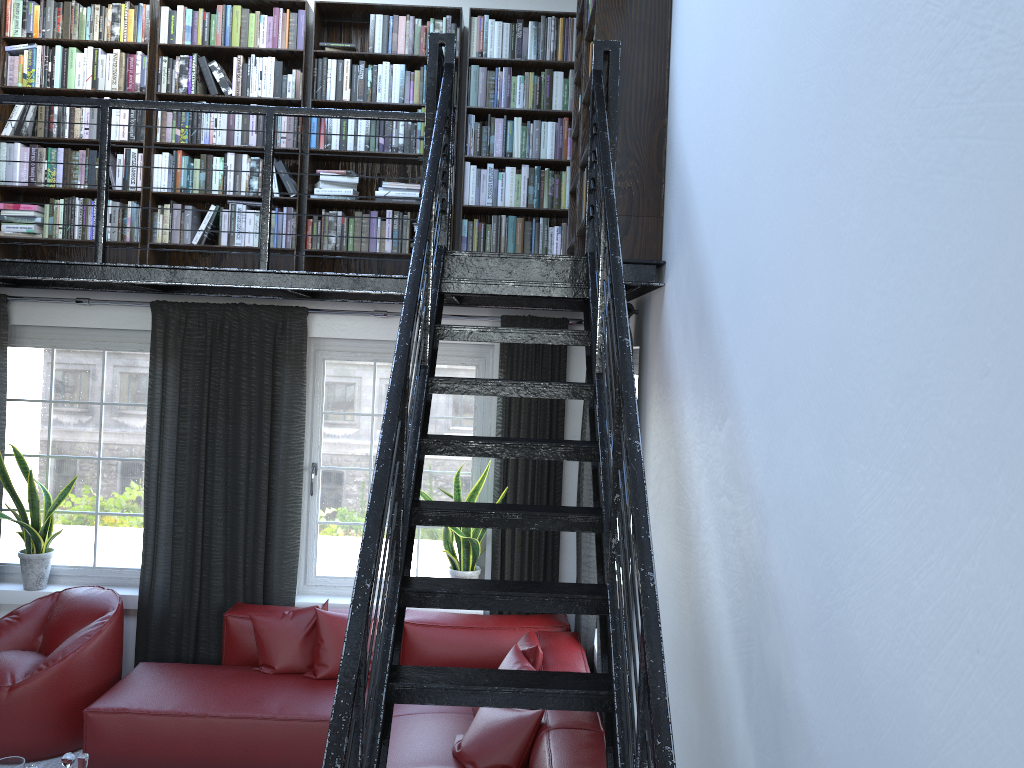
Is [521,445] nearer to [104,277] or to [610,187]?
[610,187]

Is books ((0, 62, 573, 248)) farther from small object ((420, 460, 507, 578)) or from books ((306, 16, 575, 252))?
small object ((420, 460, 507, 578))

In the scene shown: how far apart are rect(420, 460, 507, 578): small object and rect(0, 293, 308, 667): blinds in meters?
0.8

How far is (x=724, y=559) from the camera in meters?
2.3 m

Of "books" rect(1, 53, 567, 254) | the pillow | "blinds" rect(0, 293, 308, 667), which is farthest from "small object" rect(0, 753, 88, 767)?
"books" rect(1, 53, 567, 254)

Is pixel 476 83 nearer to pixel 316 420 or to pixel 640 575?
pixel 316 420

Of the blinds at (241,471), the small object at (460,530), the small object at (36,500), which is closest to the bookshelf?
the blinds at (241,471)

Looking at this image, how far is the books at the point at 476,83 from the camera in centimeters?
509cm

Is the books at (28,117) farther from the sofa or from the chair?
the chair

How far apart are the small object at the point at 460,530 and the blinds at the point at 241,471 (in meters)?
0.75
